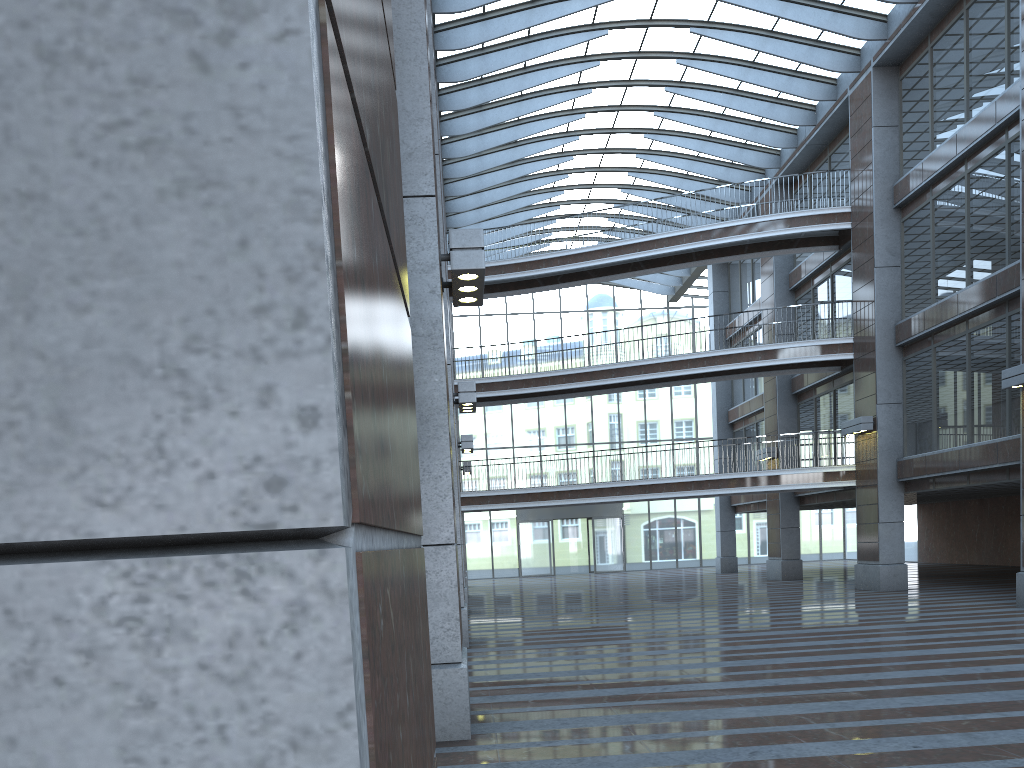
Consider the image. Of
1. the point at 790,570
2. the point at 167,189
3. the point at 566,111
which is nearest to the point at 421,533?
the point at 167,189
